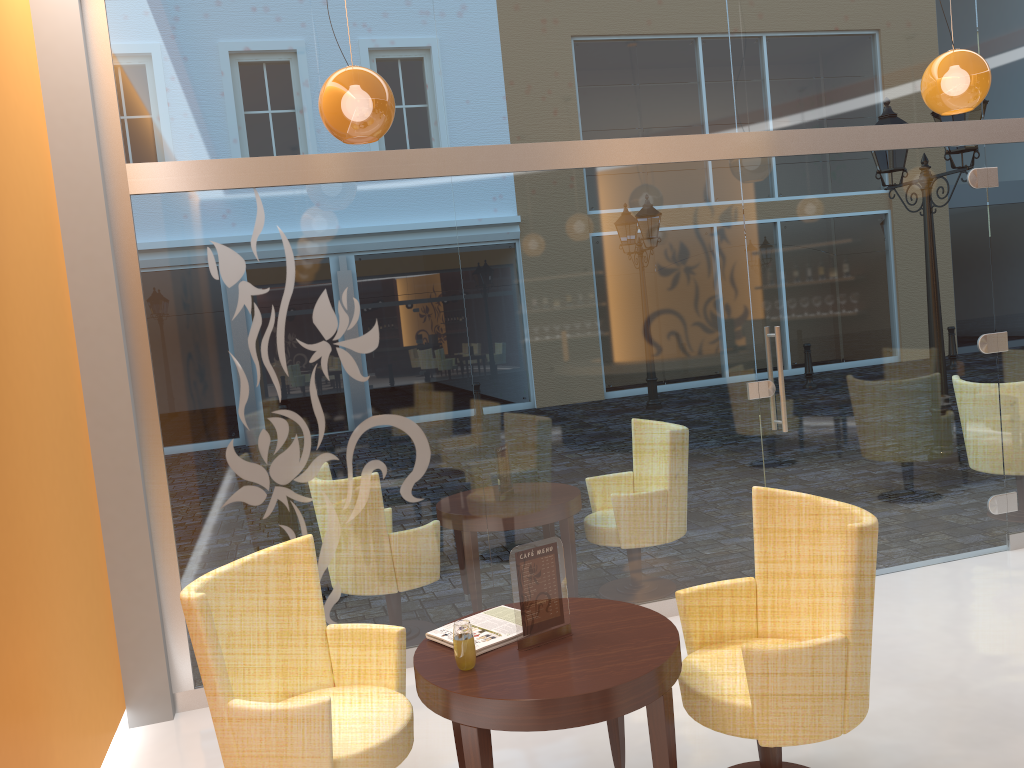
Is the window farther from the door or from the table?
the table

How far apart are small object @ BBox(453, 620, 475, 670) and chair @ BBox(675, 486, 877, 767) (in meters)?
0.77

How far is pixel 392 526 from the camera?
4.55m

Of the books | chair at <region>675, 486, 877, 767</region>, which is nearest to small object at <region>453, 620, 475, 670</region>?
the books

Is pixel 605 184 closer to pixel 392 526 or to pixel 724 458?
pixel 724 458

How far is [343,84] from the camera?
3.3 meters

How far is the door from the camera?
5.1m

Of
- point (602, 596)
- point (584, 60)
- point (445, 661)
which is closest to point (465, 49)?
point (584, 60)

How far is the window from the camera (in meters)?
4.27

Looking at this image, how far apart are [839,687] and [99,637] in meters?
3.0
